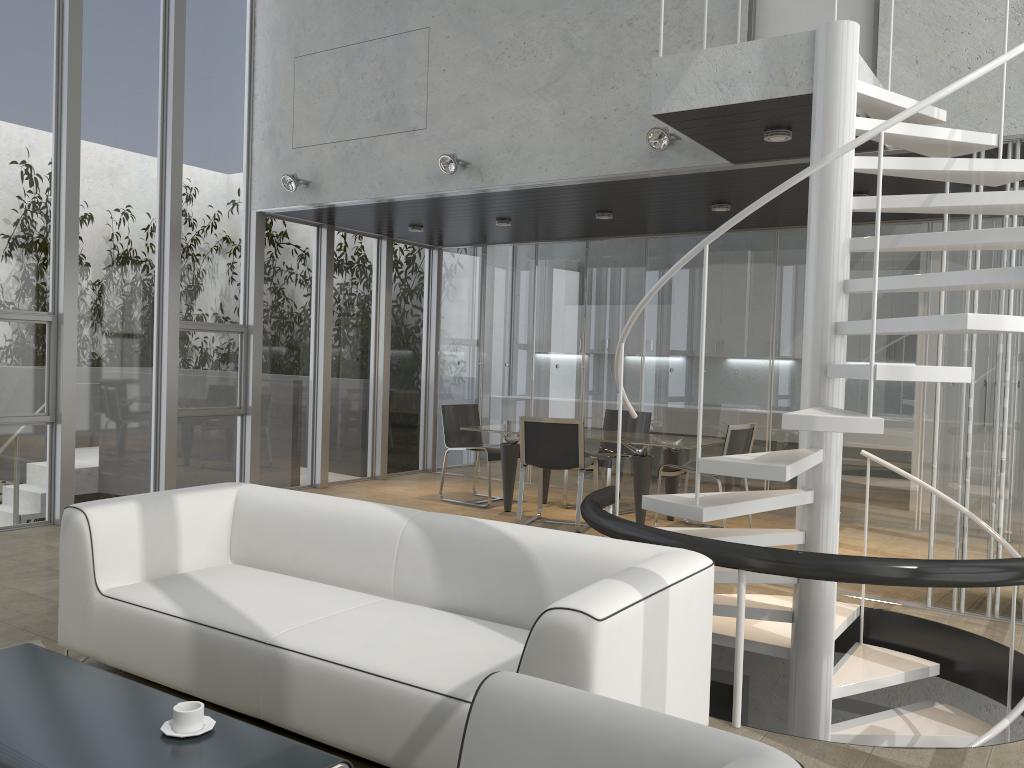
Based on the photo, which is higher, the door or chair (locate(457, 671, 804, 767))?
the door

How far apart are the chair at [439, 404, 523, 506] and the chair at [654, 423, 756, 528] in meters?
1.7 m

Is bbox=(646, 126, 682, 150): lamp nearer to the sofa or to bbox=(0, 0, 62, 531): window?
the sofa

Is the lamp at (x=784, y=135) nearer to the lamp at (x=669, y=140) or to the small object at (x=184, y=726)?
the lamp at (x=669, y=140)

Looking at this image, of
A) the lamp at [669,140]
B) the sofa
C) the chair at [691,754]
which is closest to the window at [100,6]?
the sofa

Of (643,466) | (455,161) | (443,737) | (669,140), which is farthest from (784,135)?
→ (443,737)

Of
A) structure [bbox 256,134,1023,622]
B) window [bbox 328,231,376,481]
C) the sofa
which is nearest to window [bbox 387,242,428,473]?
window [bbox 328,231,376,481]

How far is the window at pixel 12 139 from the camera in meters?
6.5 m

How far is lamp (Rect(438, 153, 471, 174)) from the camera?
6.7m

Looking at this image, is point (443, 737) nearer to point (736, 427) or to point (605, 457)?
point (736, 427)
